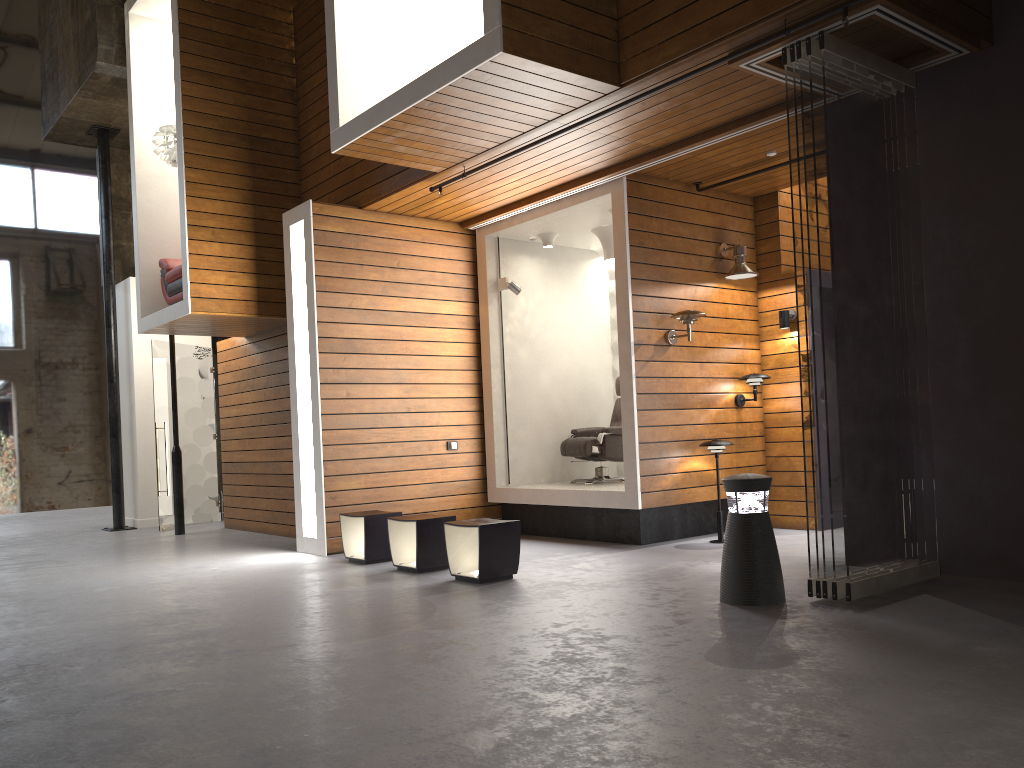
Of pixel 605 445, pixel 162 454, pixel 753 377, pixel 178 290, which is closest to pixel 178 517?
pixel 162 454

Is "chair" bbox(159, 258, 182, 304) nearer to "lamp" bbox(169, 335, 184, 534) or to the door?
the door

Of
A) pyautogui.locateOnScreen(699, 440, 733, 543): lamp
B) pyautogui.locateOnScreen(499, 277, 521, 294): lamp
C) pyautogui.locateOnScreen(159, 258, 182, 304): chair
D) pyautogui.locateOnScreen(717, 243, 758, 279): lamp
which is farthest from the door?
pyautogui.locateOnScreen(717, 243, 758, 279): lamp

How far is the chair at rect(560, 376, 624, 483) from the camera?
8.38m

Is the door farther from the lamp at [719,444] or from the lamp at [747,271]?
the lamp at [747,271]

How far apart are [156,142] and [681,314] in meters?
5.5 m

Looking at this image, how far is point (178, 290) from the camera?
8.9 meters

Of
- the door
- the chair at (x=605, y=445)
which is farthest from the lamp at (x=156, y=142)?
the chair at (x=605, y=445)

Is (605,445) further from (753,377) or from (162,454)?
(162,454)

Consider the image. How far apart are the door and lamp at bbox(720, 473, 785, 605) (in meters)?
7.87
